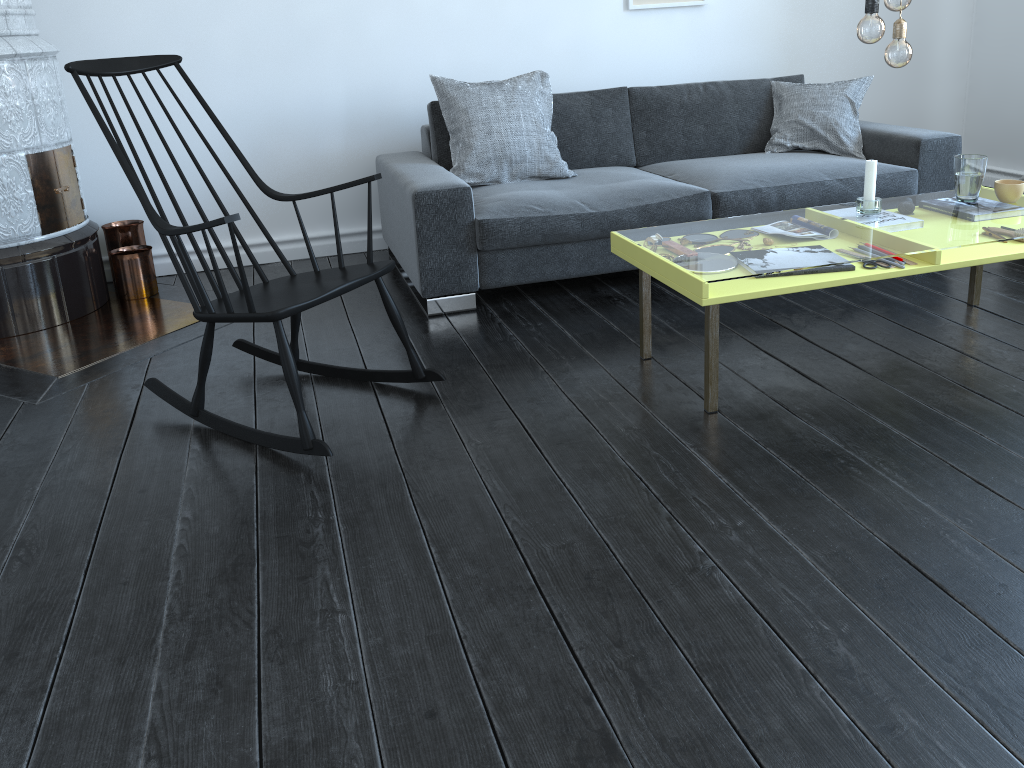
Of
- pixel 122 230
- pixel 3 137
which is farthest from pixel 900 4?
pixel 122 230

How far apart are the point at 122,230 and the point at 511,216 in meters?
1.7 m

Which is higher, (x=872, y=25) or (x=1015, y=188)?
(x=872, y=25)

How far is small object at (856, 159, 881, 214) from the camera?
2.69m

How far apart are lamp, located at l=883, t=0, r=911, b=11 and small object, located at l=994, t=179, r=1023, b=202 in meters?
0.8

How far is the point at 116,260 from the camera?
3.64m

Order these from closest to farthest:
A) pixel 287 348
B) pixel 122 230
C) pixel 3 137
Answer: pixel 287 348 → pixel 3 137 → pixel 122 230

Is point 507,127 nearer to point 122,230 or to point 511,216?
point 511,216

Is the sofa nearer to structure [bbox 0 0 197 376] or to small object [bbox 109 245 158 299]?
structure [bbox 0 0 197 376]

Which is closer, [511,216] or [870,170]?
[870,170]
